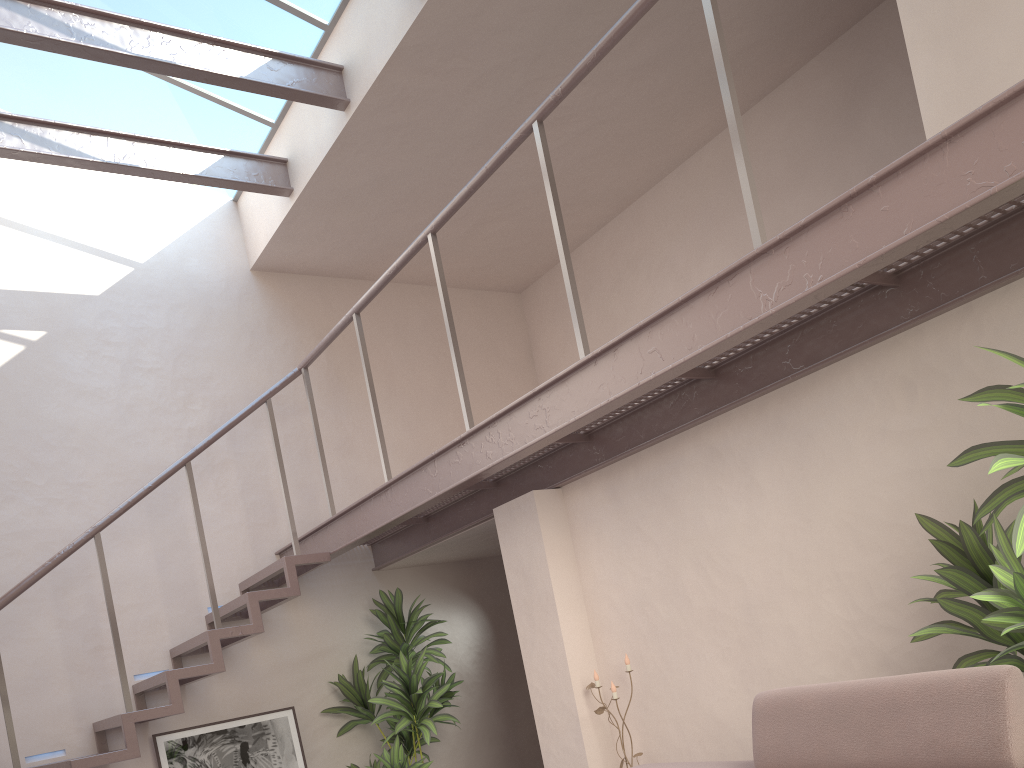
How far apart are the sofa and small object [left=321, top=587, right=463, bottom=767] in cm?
276

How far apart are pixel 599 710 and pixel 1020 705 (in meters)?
2.40

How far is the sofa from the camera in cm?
208

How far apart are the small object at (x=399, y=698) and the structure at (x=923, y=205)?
0.3 meters

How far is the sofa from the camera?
2.1 meters

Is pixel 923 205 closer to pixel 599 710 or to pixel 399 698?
pixel 599 710

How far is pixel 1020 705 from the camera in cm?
208

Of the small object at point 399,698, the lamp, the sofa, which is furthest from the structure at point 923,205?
the lamp

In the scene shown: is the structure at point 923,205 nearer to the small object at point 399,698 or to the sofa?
the small object at point 399,698

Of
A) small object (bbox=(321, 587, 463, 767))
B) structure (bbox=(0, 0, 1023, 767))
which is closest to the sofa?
structure (bbox=(0, 0, 1023, 767))
